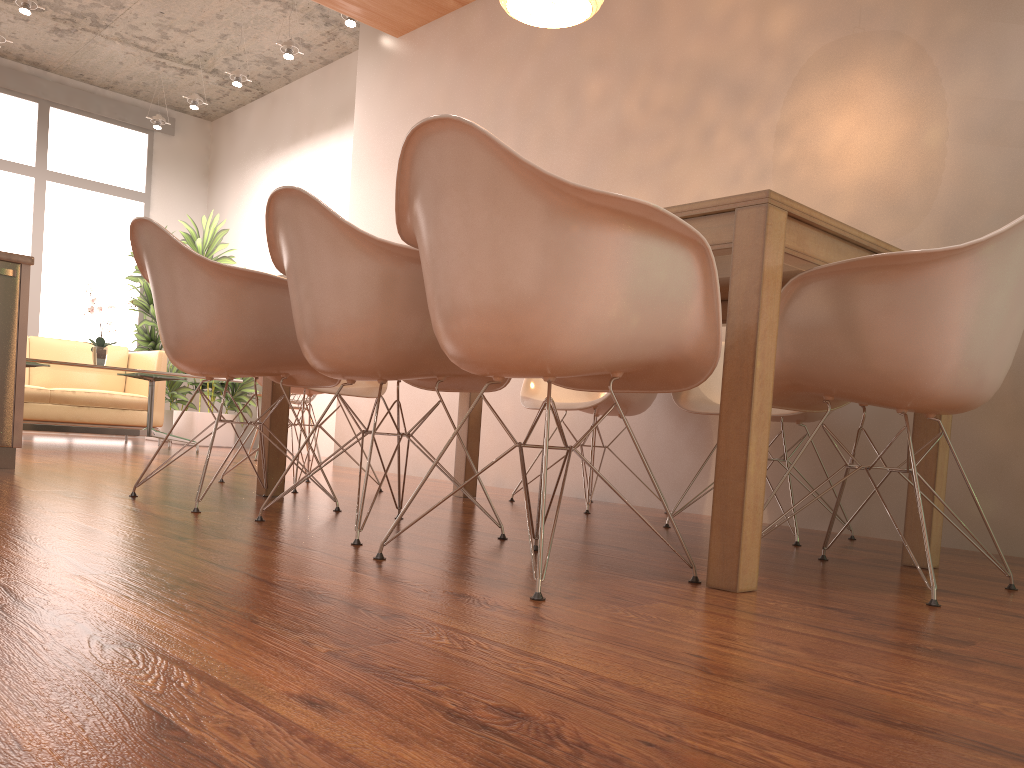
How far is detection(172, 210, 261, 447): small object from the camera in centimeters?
784cm

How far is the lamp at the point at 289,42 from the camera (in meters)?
6.58

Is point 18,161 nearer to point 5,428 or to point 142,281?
point 142,281

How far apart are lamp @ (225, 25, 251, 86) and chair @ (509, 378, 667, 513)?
4.64m

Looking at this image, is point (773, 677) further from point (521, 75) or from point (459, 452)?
point (521, 75)

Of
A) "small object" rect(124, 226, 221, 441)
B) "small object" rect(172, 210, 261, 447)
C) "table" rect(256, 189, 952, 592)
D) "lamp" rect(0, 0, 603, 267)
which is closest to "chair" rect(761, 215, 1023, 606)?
"table" rect(256, 189, 952, 592)

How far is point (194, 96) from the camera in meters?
7.8

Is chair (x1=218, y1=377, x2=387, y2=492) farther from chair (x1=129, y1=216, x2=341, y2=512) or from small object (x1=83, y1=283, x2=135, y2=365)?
small object (x1=83, y1=283, x2=135, y2=365)

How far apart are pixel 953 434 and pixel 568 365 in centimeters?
205cm

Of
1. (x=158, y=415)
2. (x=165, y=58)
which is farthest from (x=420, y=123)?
(x=165, y=58)
